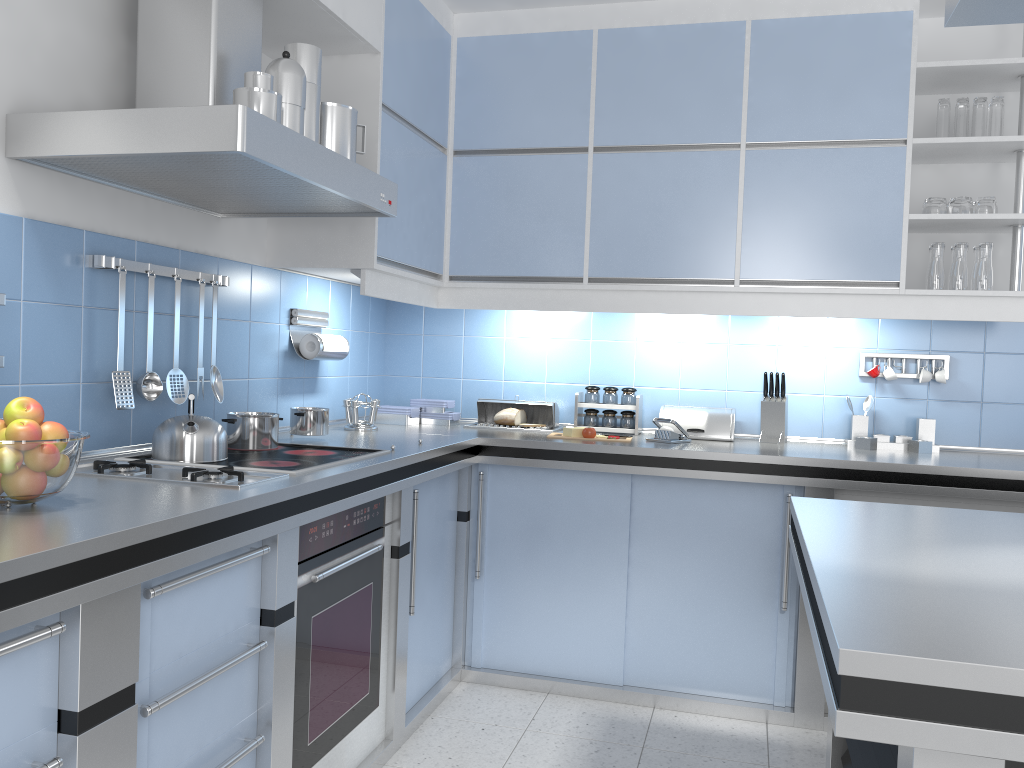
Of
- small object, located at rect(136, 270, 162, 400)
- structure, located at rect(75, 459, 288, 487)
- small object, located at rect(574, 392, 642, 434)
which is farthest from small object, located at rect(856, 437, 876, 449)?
small object, located at rect(136, 270, 162, 400)

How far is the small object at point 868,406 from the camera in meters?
3.6 m

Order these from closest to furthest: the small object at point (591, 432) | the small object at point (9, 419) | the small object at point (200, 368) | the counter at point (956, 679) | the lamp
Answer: the counter at point (956, 679), the lamp, the small object at point (9, 419), the small object at point (200, 368), the small object at point (591, 432)

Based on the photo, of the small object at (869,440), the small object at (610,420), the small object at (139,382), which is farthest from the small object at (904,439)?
the small object at (139,382)

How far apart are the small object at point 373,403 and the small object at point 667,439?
1.11m

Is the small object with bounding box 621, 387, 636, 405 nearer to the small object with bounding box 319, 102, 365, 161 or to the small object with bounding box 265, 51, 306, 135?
the small object with bounding box 319, 102, 365, 161

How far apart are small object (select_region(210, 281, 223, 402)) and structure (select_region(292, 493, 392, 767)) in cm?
61

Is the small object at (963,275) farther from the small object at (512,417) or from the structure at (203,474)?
the structure at (203,474)

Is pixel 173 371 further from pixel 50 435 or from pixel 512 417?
pixel 512 417

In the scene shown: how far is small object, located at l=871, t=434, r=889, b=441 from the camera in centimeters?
355cm
